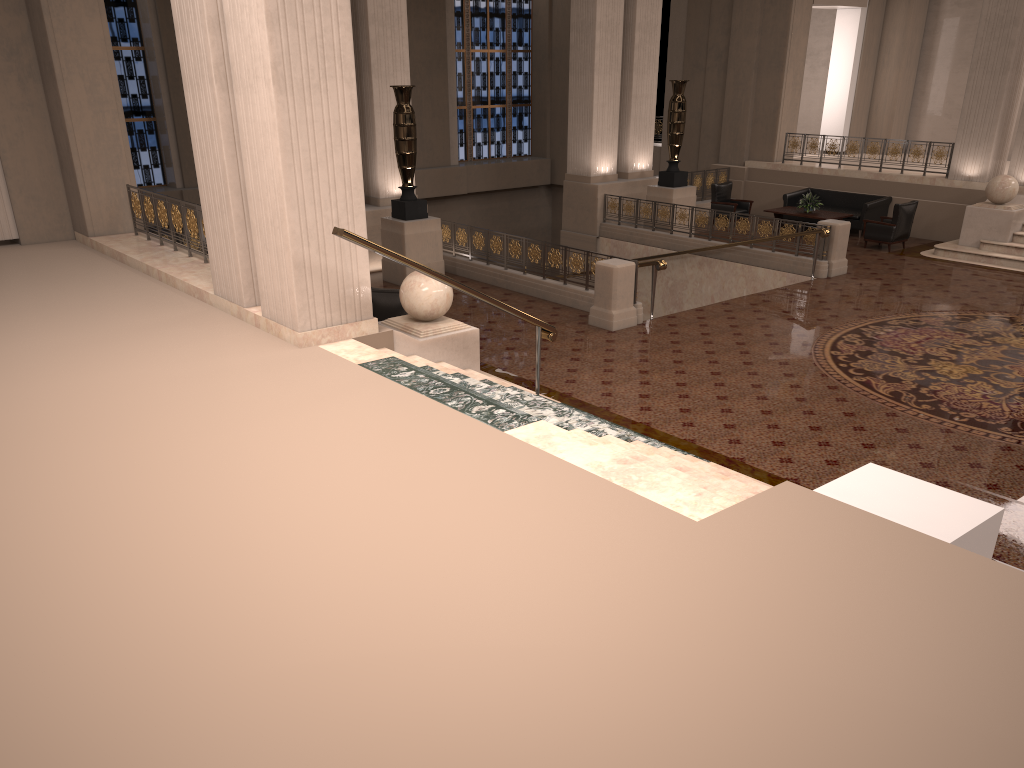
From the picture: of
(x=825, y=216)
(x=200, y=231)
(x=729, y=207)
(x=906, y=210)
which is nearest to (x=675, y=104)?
(x=729, y=207)

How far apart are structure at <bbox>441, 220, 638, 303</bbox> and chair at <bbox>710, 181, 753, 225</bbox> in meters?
6.9 m

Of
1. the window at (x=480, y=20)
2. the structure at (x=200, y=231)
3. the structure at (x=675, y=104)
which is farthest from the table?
the structure at (x=200, y=231)

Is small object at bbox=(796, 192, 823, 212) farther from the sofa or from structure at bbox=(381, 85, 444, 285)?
structure at bbox=(381, 85, 444, 285)

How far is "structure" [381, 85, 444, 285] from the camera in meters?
13.2 m

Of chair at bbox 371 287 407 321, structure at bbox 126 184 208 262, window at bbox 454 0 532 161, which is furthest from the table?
structure at bbox 126 184 208 262

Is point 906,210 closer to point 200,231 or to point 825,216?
point 825,216

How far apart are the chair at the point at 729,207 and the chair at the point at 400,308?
10.7m

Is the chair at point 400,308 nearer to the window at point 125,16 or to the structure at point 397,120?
the structure at point 397,120

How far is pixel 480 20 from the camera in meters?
23.7 m
